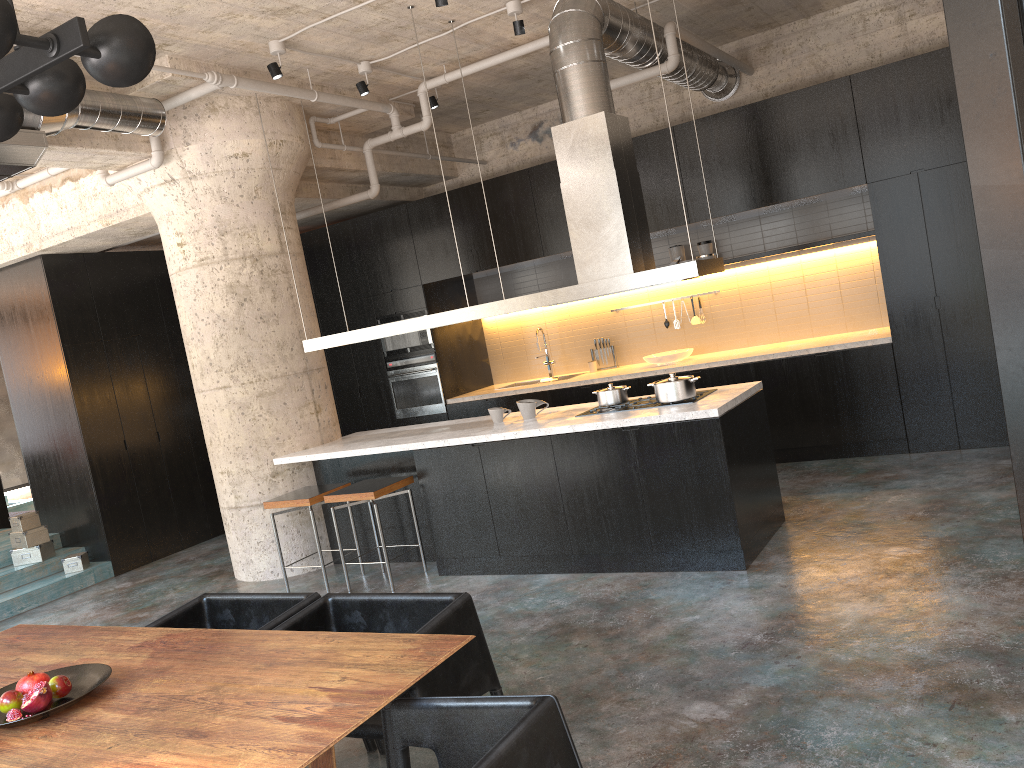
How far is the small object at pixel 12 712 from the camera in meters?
2.7 m

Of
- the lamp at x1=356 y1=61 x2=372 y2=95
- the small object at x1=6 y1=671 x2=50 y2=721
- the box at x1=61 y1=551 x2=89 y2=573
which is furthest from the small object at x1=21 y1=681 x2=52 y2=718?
the box at x1=61 y1=551 x2=89 y2=573

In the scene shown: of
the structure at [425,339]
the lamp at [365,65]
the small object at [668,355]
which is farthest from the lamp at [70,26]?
the structure at [425,339]

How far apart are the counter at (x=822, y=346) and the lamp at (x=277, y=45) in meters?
3.9

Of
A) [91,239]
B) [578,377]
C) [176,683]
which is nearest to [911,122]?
[578,377]

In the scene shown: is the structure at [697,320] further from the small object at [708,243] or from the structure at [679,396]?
the structure at [679,396]

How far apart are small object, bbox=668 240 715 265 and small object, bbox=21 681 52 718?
6.8 meters

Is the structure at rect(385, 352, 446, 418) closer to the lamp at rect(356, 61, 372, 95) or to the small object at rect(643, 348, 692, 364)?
the small object at rect(643, 348, 692, 364)

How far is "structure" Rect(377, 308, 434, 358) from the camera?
9.3m

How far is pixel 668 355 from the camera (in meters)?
8.37
